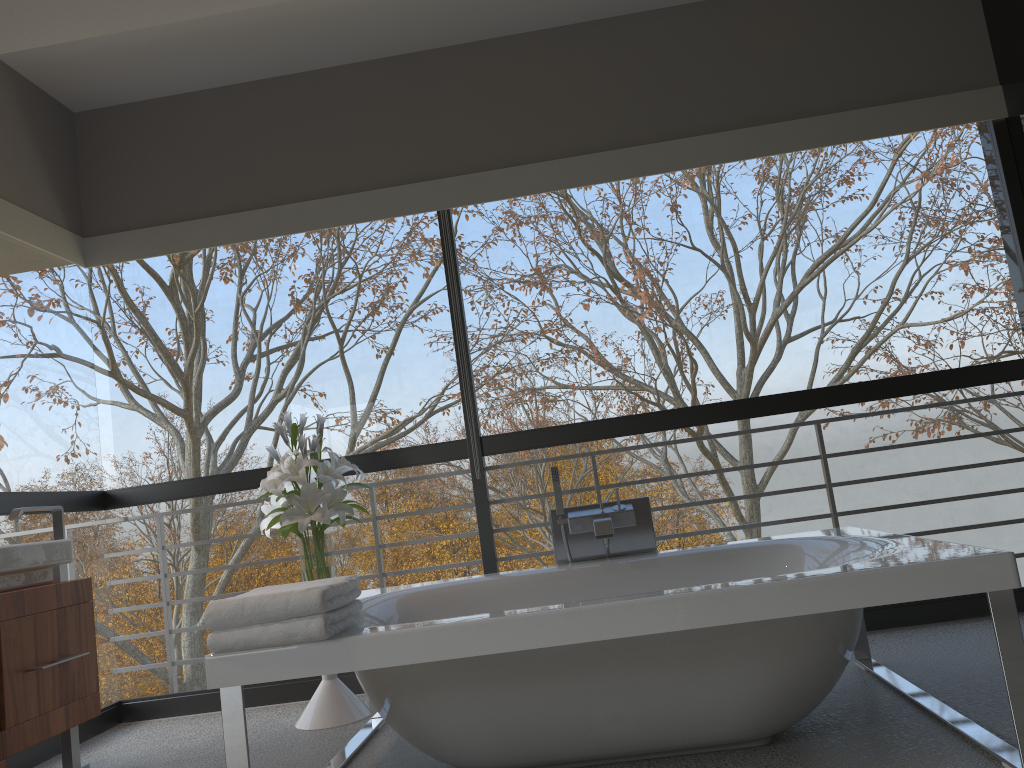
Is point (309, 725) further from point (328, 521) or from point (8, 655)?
point (8, 655)

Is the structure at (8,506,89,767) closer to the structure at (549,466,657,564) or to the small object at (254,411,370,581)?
the small object at (254,411,370,581)

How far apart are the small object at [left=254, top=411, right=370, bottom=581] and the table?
0.4 meters

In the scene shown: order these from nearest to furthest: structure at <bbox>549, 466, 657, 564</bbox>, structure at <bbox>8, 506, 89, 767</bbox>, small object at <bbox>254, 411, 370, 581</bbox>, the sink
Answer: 1. the sink
2. structure at <bbox>8, 506, 89, 767</bbox>
3. structure at <bbox>549, 466, 657, 564</bbox>
4. small object at <bbox>254, 411, 370, 581</bbox>

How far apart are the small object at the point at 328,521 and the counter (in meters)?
0.66

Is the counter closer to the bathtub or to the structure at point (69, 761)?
the structure at point (69, 761)

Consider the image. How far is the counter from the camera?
2.72m

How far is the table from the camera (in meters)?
3.48

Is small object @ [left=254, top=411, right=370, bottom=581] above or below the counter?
above

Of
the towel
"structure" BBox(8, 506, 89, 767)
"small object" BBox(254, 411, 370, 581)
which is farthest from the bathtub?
"structure" BBox(8, 506, 89, 767)
